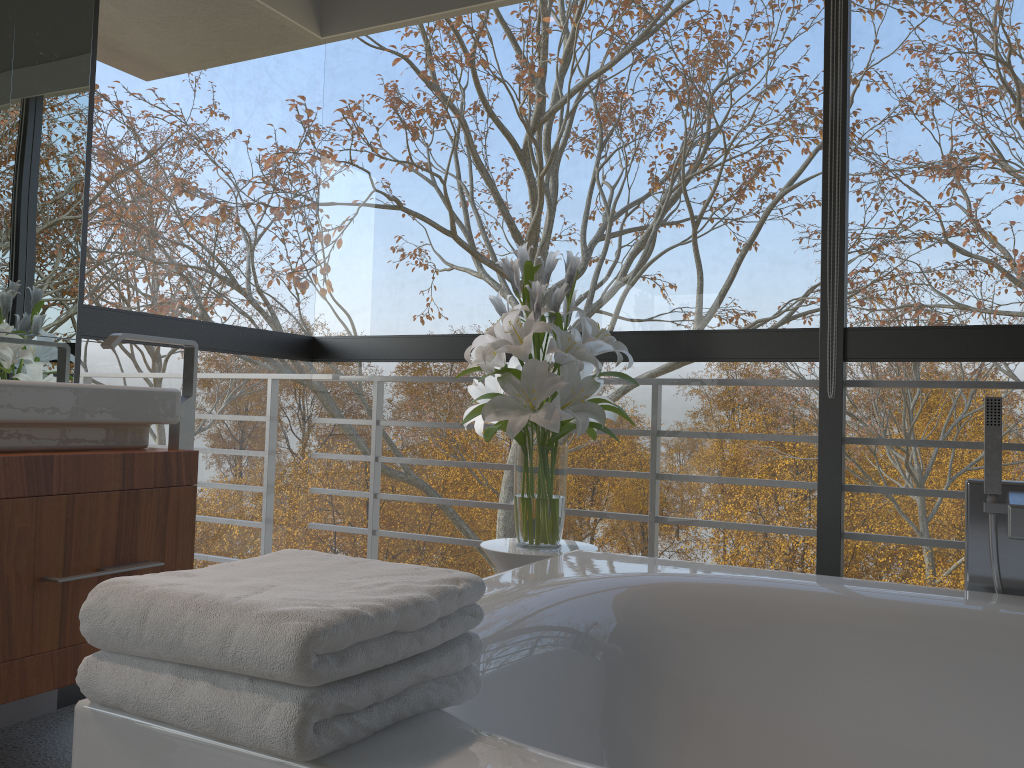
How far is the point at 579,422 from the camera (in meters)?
2.15

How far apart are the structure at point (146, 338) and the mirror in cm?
25

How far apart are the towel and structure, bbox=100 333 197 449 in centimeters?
126cm

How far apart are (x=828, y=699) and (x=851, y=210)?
3.1m

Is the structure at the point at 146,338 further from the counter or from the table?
the table

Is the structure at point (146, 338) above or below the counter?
above

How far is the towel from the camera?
0.8 meters

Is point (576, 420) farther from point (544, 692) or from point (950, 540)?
point (950, 540)

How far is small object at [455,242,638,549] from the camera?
2.1 meters

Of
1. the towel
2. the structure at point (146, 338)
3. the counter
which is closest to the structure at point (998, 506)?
the towel
